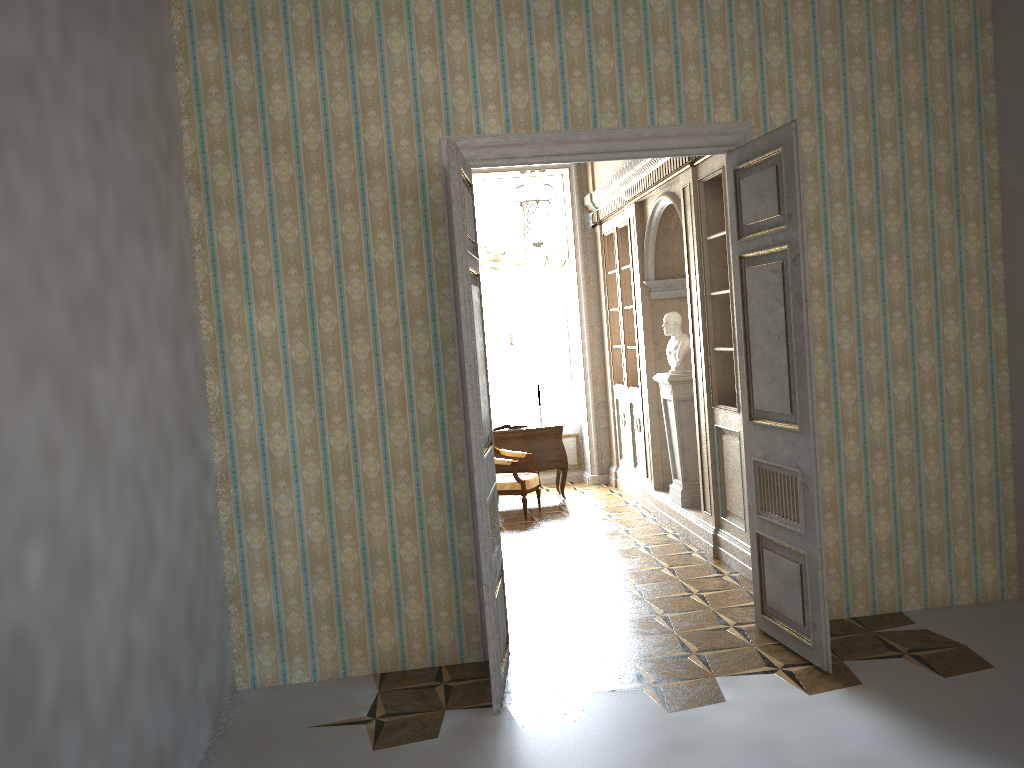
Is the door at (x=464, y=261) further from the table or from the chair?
the table

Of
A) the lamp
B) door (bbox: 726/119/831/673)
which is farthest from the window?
door (bbox: 726/119/831/673)

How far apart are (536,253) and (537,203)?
2.9m

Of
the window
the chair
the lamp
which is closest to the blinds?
the lamp

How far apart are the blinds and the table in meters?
1.9

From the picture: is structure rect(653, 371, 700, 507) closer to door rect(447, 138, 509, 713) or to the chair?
the chair

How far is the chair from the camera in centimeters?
833cm

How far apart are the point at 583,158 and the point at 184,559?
2.83m

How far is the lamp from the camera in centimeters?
718cm

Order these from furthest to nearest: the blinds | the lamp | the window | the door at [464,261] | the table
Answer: the window, the blinds, the table, the lamp, the door at [464,261]
